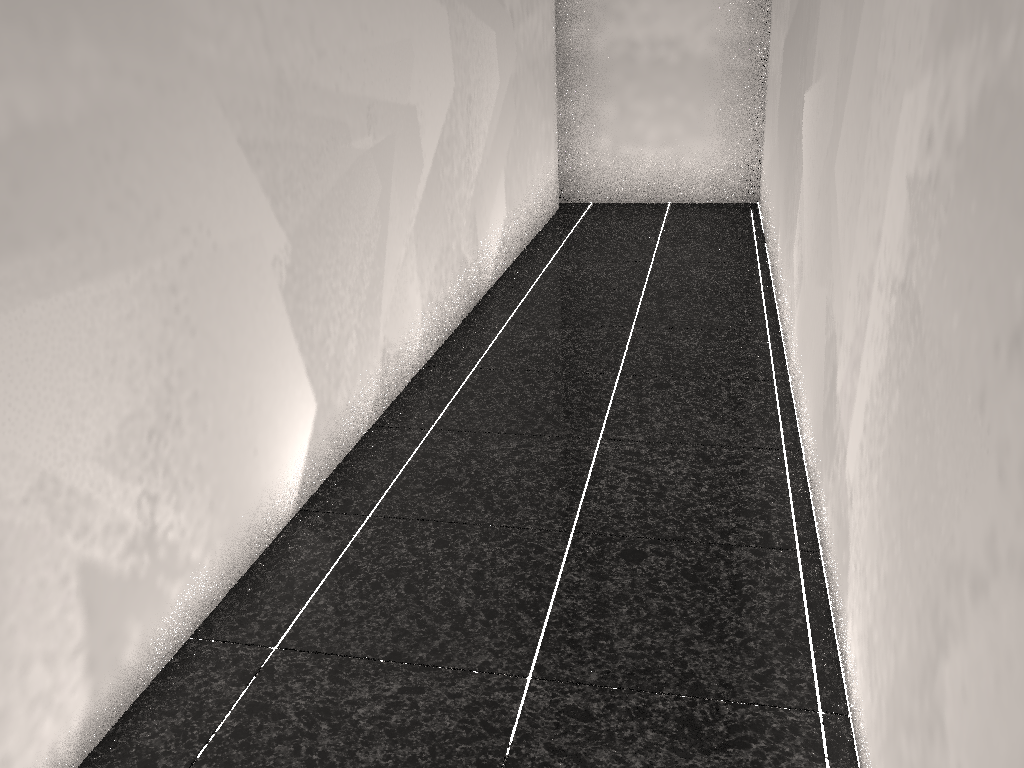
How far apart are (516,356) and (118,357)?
2.13m

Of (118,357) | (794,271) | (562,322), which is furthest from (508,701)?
(562,322)
